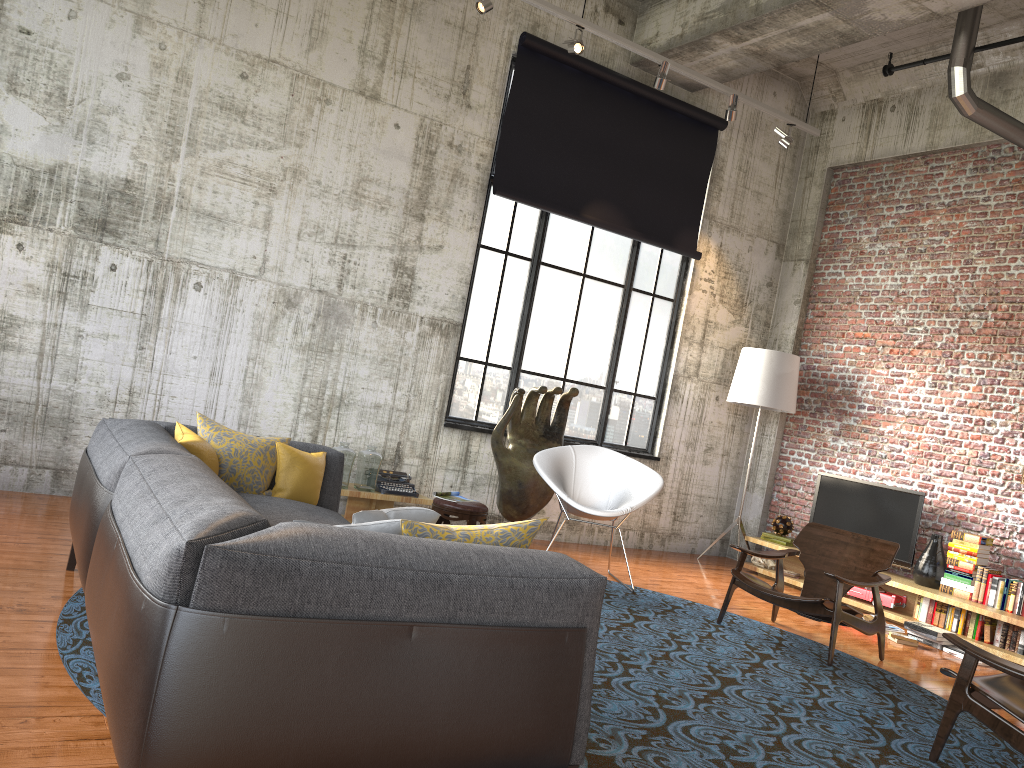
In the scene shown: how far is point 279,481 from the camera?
4.5 meters

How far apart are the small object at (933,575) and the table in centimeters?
423cm

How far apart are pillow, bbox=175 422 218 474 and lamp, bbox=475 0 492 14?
4.1m

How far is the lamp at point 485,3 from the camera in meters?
6.6

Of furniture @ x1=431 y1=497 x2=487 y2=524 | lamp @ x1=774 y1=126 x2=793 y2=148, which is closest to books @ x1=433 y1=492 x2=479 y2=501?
furniture @ x1=431 y1=497 x2=487 y2=524

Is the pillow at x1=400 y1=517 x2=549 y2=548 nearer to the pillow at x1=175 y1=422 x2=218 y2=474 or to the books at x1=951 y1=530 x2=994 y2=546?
the pillow at x1=175 y1=422 x2=218 y2=474

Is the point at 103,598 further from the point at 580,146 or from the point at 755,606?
the point at 580,146

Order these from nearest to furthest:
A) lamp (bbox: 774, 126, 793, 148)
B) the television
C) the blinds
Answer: the television → the blinds → lamp (bbox: 774, 126, 793, 148)

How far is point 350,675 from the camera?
2.2m

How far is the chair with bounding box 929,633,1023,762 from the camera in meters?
3.8 m
